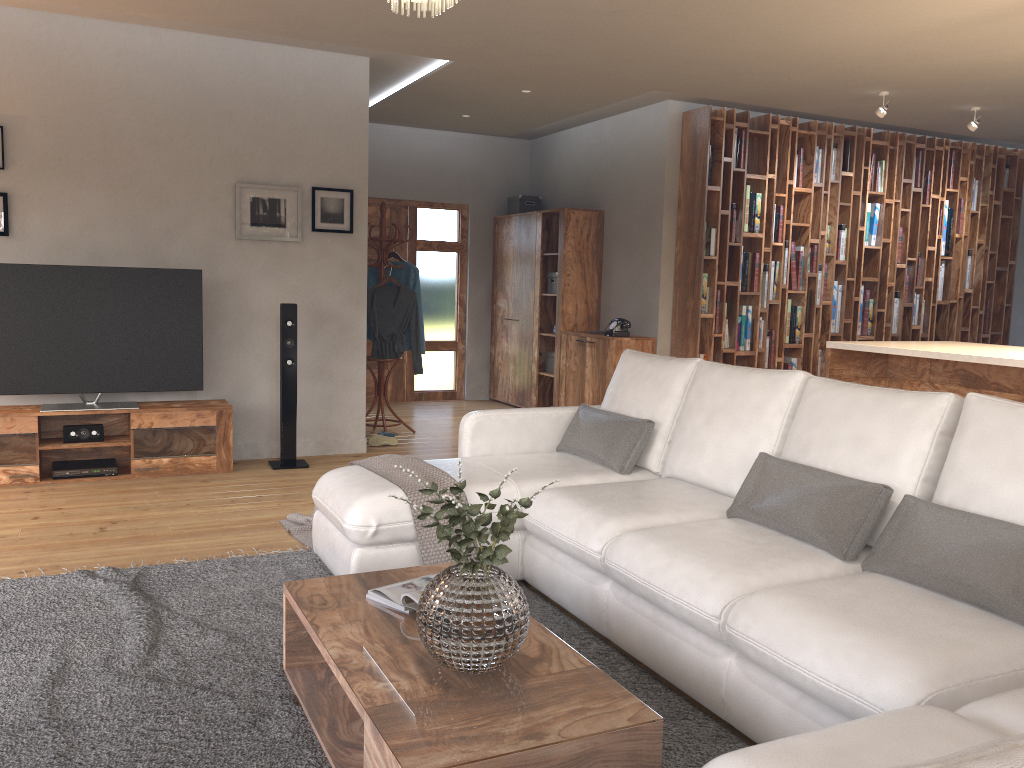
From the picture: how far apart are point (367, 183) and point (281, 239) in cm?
74

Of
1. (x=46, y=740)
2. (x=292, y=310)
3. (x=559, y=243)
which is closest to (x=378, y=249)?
(x=292, y=310)

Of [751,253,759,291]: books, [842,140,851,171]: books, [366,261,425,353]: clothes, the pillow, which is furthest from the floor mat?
[842,140,851,171]: books

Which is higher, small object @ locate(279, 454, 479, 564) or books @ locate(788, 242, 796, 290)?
books @ locate(788, 242, 796, 290)

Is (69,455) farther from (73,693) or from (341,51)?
(73,693)

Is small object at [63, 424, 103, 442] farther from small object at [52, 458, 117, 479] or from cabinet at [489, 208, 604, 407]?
cabinet at [489, 208, 604, 407]

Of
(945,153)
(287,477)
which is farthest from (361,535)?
(945,153)

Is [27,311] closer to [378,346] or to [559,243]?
[378,346]

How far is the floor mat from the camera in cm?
235

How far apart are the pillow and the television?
2.64m
